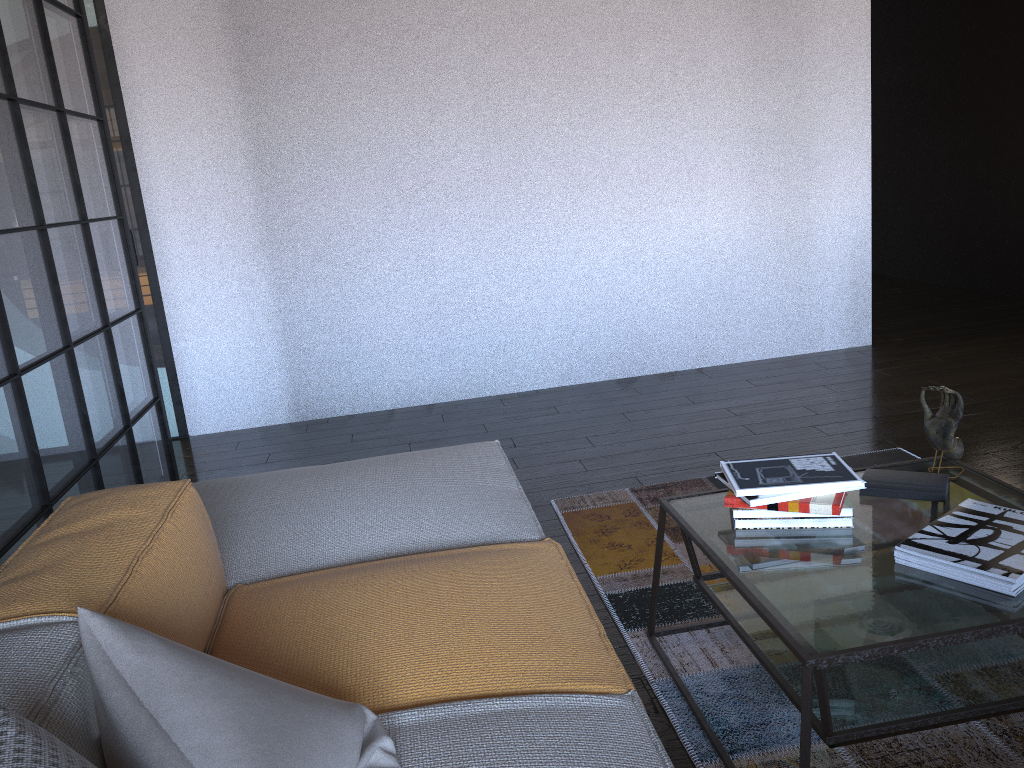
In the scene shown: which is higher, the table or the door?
the door

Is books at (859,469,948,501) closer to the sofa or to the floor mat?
the floor mat

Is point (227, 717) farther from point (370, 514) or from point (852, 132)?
point (852, 132)

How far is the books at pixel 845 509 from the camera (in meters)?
1.89

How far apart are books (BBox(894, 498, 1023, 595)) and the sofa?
0.6m

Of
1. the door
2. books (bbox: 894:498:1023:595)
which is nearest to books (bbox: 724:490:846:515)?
books (bbox: 894:498:1023:595)

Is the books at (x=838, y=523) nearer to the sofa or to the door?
the sofa

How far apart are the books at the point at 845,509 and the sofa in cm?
38

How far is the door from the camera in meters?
4.3

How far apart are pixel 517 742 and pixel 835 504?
0.91m
